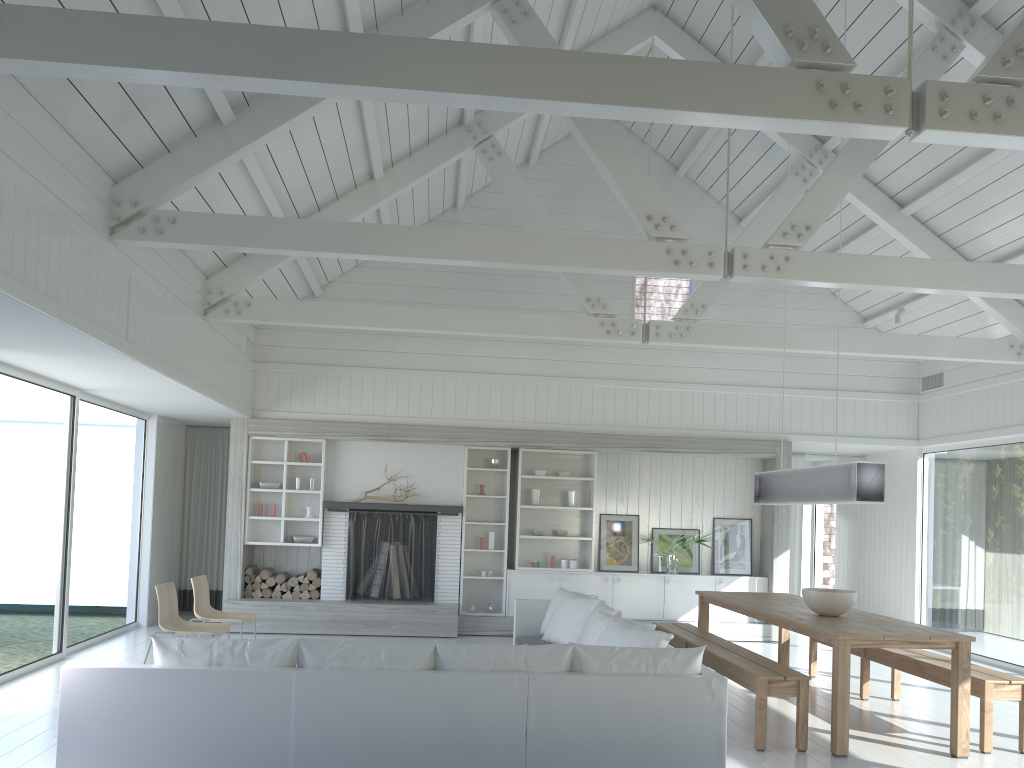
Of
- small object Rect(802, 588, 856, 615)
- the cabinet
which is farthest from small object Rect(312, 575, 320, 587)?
small object Rect(802, 588, 856, 615)

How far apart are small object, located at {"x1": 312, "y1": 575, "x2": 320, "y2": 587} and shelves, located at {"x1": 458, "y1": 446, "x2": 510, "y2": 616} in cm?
165

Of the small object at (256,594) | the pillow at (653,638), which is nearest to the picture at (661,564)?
the pillow at (653,638)

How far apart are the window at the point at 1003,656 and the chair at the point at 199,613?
7.43m

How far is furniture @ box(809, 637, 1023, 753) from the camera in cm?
553

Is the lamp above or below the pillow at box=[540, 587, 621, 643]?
above

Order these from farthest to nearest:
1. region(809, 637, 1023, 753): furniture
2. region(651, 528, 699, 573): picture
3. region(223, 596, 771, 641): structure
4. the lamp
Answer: region(651, 528, 699, 573): picture
region(223, 596, 771, 641): structure
the lamp
region(809, 637, 1023, 753): furniture

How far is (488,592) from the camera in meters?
10.5 m

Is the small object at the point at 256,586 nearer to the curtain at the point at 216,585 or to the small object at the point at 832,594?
the curtain at the point at 216,585

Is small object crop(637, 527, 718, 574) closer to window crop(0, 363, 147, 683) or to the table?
the table
